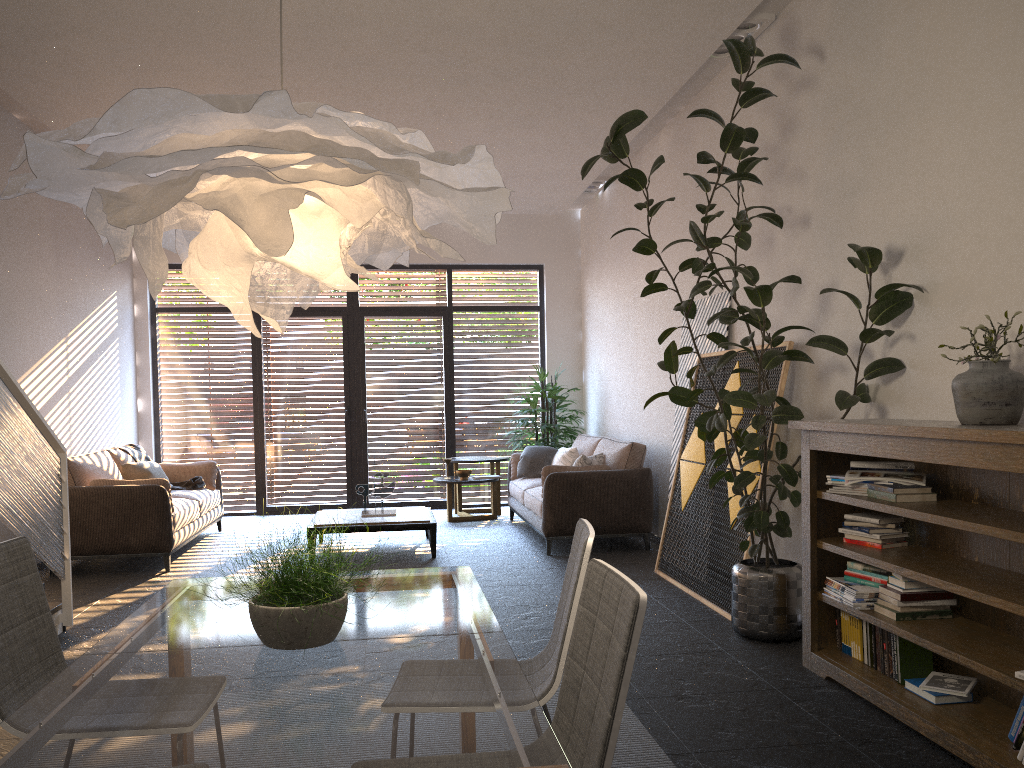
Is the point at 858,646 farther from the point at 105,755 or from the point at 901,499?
the point at 105,755

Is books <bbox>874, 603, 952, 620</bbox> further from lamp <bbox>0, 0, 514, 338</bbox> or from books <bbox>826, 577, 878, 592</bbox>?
lamp <bbox>0, 0, 514, 338</bbox>

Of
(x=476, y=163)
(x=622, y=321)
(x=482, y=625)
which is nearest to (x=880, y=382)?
(x=482, y=625)

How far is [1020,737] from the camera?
2.89m

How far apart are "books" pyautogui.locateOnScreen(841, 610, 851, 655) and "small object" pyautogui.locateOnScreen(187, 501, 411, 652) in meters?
2.7 m

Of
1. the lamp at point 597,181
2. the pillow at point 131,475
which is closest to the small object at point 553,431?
the lamp at point 597,181

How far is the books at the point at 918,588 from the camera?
3.6m

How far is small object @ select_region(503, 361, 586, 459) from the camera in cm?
964

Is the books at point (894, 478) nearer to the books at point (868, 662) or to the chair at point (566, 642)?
the books at point (868, 662)

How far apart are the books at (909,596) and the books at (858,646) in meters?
0.3 m
